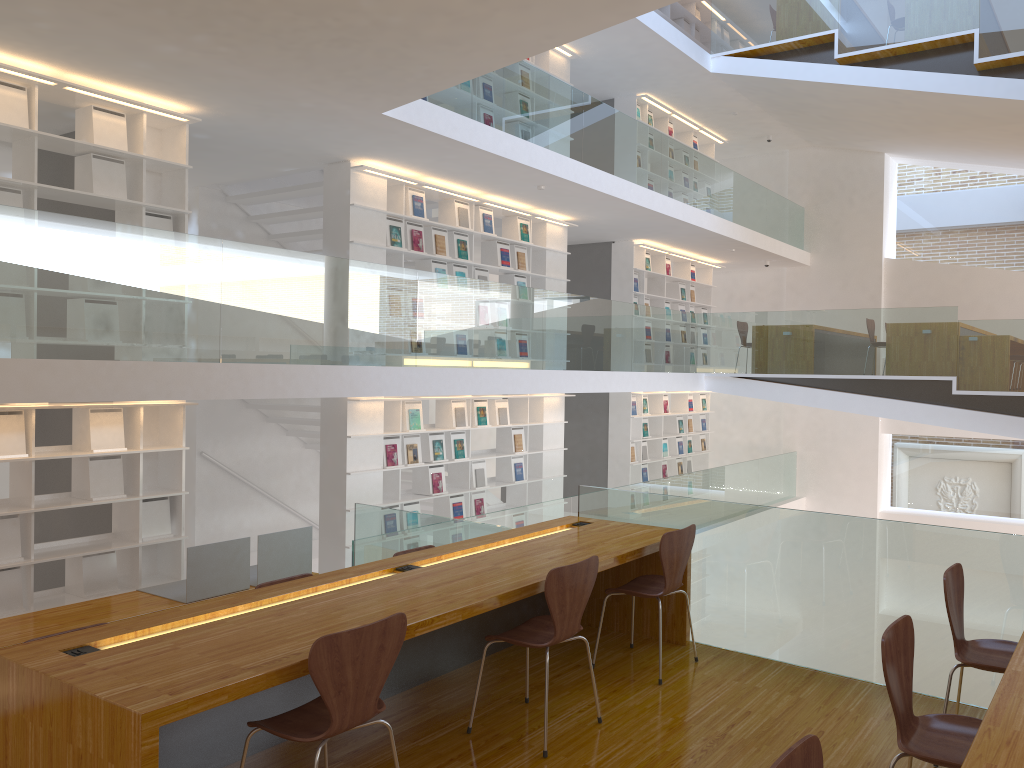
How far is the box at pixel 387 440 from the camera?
8.4 meters

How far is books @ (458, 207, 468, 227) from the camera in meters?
9.2 m

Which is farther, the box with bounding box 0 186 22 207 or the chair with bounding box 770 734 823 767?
the box with bounding box 0 186 22 207

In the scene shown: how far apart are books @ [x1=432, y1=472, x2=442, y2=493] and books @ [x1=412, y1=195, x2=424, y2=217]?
2.6 meters

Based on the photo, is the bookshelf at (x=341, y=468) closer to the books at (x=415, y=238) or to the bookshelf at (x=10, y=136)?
the books at (x=415, y=238)

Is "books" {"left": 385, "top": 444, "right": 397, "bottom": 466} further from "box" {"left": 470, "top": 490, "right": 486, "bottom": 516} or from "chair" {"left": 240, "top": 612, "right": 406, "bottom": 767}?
"chair" {"left": 240, "top": 612, "right": 406, "bottom": 767}

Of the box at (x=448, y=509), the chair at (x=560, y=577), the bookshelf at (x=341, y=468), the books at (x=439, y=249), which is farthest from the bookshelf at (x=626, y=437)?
the chair at (x=560, y=577)

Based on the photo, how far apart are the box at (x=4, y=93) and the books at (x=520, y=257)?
5.4m

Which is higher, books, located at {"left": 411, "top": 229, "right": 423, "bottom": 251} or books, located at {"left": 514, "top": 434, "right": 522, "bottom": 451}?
books, located at {"left": 411, "top": 229, "right": 423, "bottom": 251}

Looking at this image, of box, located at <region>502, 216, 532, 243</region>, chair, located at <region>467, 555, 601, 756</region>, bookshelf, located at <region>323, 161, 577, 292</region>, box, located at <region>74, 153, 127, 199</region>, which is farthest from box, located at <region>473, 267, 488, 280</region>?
chair, located at <region>467, 555, 601, 756</region>
